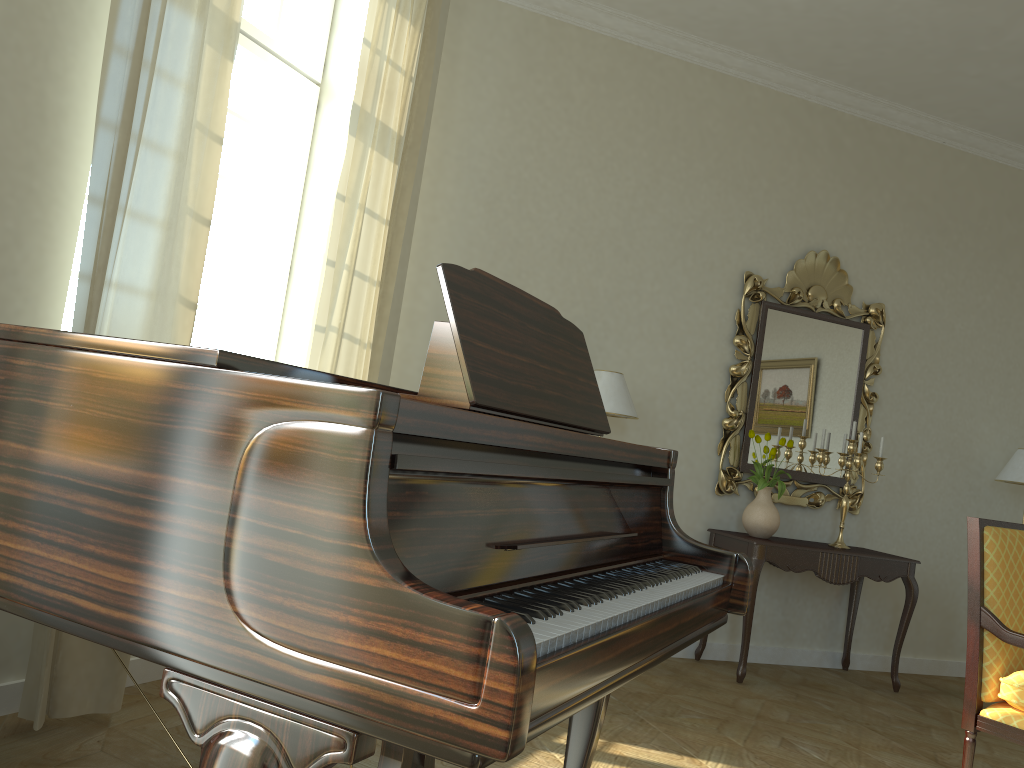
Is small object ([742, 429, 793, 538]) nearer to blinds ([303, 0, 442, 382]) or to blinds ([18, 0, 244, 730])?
blinds ([303, 0, 442, 382])

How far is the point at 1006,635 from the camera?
3.19m

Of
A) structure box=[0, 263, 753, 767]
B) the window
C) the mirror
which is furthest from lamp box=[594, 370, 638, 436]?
structure box=[0, 263, 753, 767]

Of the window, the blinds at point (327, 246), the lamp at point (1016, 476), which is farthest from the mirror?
the window

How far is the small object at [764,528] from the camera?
5.00m

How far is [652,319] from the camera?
5.2 meters

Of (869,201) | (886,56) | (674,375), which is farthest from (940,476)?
(886,56)

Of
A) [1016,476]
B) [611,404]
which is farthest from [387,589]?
[1016,476]

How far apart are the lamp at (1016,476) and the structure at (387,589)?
4.2m

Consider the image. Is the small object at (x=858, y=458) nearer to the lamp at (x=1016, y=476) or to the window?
the lamp at (x=1016, y=476)
